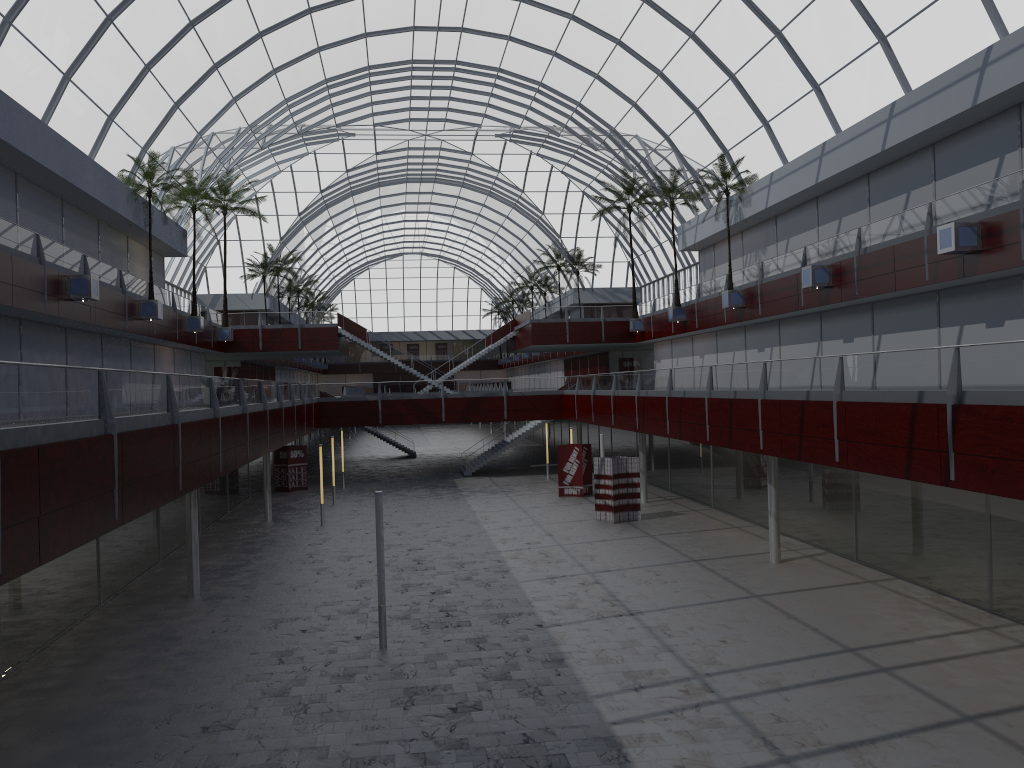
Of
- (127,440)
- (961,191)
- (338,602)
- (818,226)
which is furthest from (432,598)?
(818,226)

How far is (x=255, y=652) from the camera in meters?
23.7
